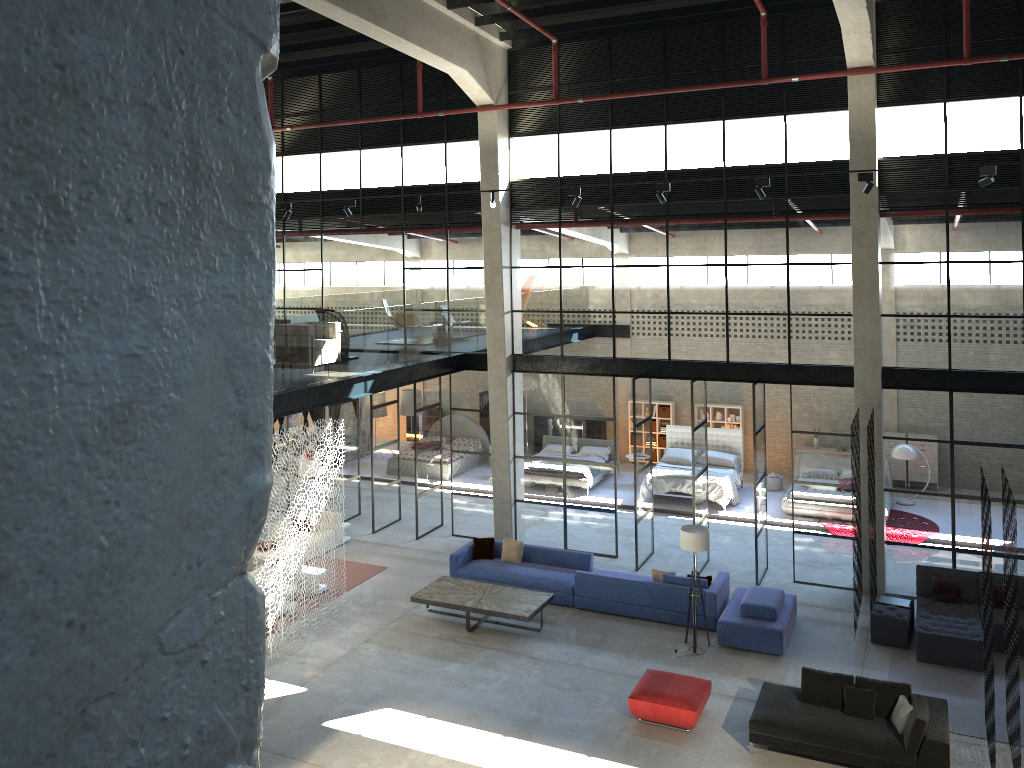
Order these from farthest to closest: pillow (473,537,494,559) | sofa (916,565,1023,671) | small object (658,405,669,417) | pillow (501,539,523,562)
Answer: small object (658,405,669,417)
pillow (473,537,494,559)
pillow (501,539,523,562)
sofa (916,565,1023,671)

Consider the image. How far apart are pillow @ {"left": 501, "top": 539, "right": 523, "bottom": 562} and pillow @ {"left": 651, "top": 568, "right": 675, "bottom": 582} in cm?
270

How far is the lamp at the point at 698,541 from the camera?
13.2 meters

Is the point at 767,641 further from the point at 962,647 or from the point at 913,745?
the point at 913,745

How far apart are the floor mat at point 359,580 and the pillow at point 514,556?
2.6 meters

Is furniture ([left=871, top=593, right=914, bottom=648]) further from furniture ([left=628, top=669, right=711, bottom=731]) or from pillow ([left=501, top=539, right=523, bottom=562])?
pillow ([left=501, top=539, right=523, bottom=562])

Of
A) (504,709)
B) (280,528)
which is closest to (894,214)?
(504,709)

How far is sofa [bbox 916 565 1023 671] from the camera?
12.6m

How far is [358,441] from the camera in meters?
20.4

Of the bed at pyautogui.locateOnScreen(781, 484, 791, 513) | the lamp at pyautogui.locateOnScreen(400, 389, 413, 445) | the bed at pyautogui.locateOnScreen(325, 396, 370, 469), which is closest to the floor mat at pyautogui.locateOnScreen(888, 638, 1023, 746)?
the bed at pyautogui.locateOnScreen(781, 484, 791, 513)
